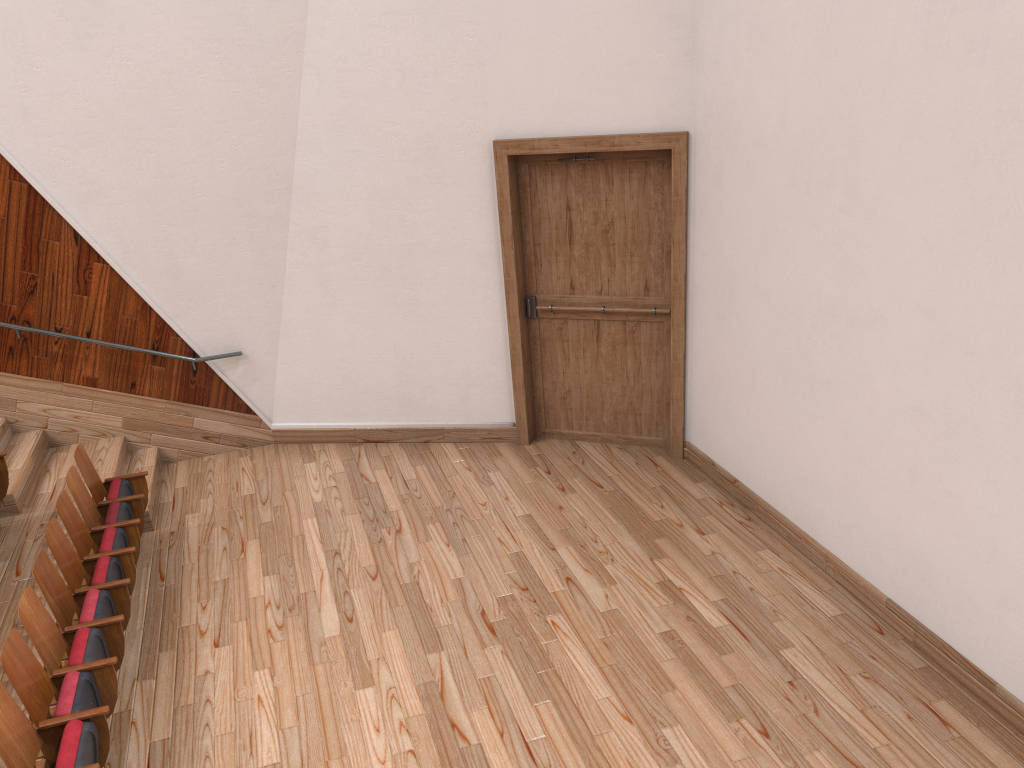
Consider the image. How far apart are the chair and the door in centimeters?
29cm

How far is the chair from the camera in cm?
37

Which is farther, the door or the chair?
the door

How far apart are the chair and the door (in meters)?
0.29

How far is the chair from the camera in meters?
0.4

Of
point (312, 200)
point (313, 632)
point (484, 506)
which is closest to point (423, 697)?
point (313, 632)

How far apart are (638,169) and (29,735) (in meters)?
0.50

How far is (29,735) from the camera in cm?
37

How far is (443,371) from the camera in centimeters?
73cm

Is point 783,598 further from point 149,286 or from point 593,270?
point 149,286
